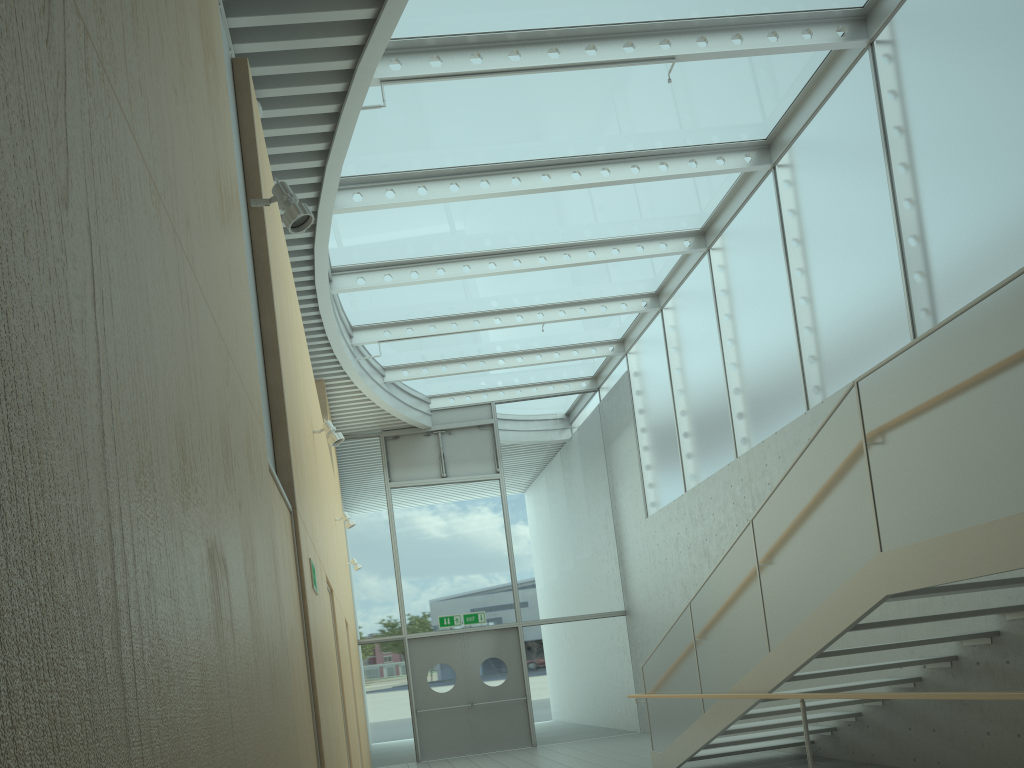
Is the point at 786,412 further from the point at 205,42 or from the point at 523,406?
the point at 205,42

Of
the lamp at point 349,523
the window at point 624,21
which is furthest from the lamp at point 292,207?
the lamp at point 349,523

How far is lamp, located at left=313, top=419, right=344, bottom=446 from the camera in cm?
632

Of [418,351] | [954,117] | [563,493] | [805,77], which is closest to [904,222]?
[954,117]

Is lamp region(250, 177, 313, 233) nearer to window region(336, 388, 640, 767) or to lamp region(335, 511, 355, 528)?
lamp region(335, 511, 355, 528)

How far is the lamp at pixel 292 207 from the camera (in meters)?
3.60

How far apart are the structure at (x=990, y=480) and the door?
5.43m

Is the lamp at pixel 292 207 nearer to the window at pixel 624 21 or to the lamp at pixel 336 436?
the lamp at pixel 336 436

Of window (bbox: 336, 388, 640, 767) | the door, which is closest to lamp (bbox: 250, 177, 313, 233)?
window (bbox: 336, 388, 640, 767)

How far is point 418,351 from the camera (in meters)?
13.15
